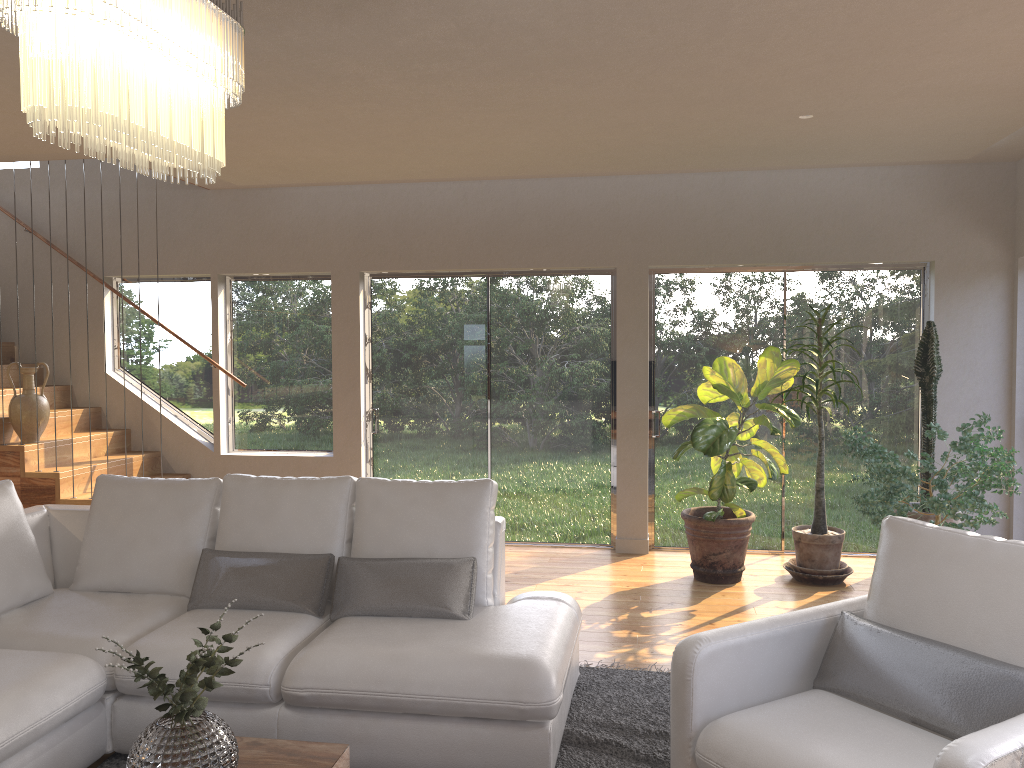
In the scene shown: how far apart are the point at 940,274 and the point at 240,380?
5.3m

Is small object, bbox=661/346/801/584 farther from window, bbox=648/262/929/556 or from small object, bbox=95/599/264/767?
small object, bbox=95/599/264/767

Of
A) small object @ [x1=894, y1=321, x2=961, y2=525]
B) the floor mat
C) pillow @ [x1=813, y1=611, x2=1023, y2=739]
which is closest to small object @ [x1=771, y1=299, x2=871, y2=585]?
small object @ [x1=894, y1=321, x2=961, y2=525]

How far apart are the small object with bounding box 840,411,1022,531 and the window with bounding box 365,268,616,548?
1.9 meters

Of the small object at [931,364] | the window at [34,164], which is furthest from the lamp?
the window at [34,164]

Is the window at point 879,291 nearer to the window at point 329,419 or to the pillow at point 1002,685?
the window at point 329,419

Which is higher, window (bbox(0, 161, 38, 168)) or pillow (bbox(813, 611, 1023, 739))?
window (bbox(0, 161, 38, 168))

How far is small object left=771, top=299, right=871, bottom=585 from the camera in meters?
5.7 m

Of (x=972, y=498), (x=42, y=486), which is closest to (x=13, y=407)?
(x=42, y=486)

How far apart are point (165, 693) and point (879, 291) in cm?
564
